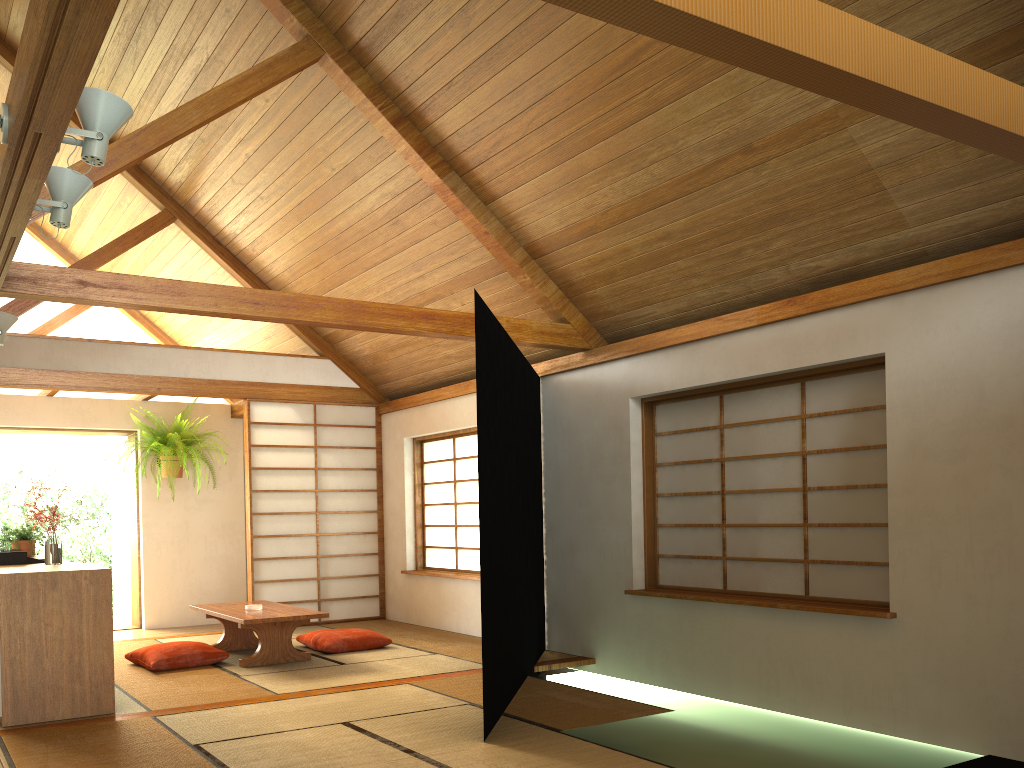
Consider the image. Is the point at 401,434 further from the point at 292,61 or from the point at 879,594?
the point at 879,594

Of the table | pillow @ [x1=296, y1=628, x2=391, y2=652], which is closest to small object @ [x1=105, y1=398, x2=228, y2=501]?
the table

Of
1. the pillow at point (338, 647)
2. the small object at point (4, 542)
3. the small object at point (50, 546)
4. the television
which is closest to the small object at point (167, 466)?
the small object at point (4, 542)

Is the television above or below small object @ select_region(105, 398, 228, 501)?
below

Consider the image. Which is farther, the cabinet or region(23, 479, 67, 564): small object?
region(23, 479, 67, 564): small object

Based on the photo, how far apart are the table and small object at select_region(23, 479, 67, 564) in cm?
110

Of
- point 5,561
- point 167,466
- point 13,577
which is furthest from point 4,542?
point 13,577

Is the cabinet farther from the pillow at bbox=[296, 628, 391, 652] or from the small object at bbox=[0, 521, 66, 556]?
the pillow at bbox=[296, 628, 391, 652]

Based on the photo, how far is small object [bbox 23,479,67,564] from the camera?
4.7m

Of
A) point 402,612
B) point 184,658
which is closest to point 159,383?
point 184,658
